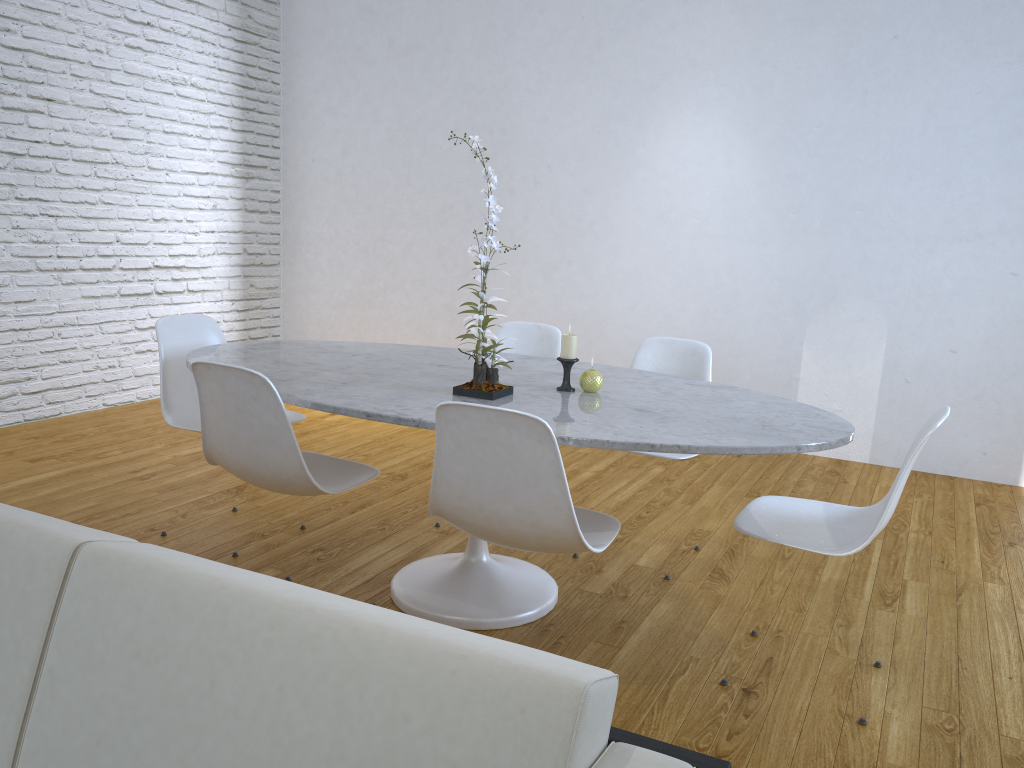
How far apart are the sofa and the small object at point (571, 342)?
1.4 meters

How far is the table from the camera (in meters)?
1.91

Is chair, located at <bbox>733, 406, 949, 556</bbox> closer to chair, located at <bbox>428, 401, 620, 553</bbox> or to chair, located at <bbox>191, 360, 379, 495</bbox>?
chair, located at <bbox>428, 401, 620, 553</bbox>

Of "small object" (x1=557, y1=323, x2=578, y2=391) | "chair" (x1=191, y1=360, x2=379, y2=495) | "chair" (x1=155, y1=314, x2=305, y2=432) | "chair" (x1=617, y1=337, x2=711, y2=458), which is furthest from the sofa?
"chair" (x1=617, y1=337, x2=711, y2=458)

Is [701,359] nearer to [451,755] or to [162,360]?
[162,360]

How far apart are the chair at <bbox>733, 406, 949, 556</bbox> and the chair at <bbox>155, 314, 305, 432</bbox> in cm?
146

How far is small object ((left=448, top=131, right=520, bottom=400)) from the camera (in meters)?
2.16

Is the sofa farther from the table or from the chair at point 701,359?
the chair at point 701,359

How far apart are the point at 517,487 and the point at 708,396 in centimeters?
80cm

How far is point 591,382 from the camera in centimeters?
231cm
